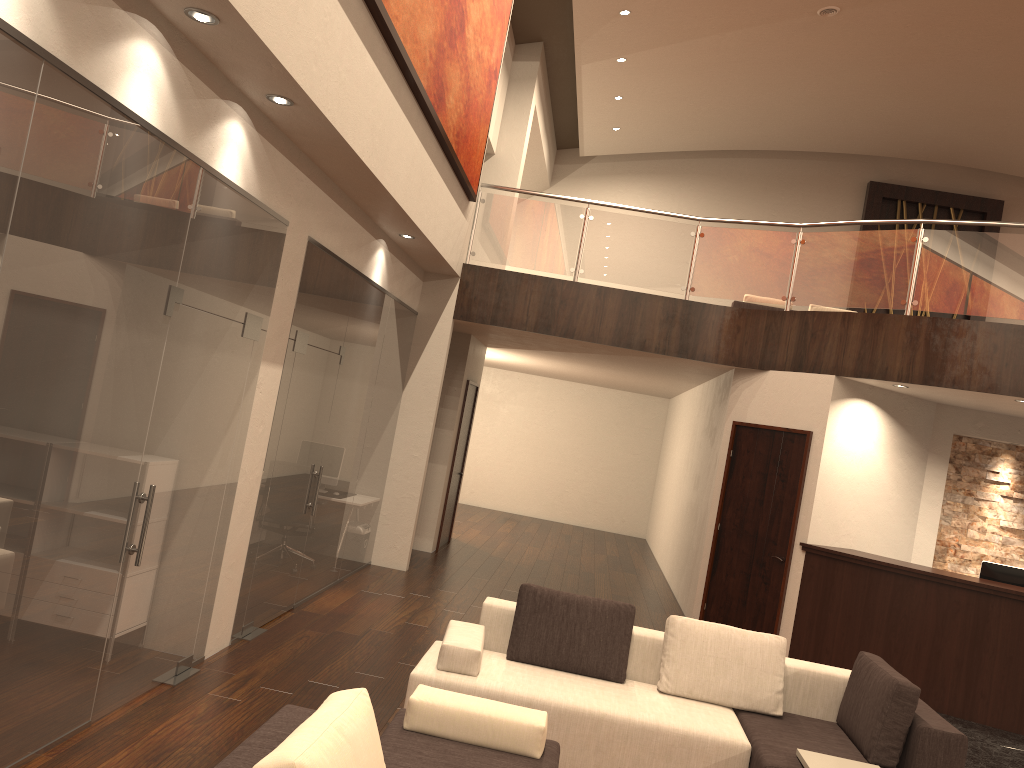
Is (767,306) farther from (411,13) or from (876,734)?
(876,734)

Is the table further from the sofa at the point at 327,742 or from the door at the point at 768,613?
the door at the point at 768,613

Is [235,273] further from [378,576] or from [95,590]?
[378,576]

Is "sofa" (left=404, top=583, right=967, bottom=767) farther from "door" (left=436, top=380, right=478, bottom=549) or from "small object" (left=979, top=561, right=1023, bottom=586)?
"door" (left=436, top=380, right=478, bottom=549)

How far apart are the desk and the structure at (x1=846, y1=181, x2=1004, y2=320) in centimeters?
1075cm

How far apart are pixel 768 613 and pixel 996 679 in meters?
2.0 m

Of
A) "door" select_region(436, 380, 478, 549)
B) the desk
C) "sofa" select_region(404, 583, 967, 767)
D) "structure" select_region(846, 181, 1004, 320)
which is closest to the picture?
Result: "door" select_region(436, 380, 478, 549)

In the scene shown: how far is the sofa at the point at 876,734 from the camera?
4.5m

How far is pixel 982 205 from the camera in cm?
1704

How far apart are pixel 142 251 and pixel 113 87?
0.7m
